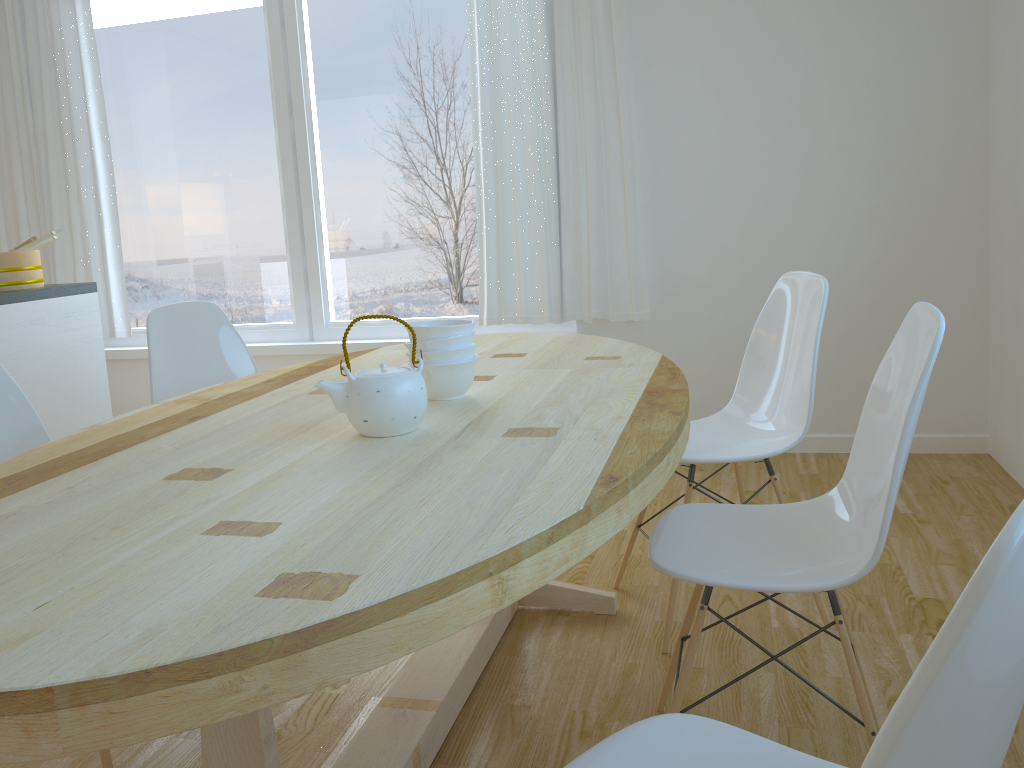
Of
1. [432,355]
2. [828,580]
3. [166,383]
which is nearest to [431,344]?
[432,355]

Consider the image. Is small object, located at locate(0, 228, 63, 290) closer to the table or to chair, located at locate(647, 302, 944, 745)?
the table

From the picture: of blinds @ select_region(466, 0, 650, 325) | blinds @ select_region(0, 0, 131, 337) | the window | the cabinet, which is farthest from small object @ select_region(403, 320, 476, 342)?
blinds @ select_region(0, 0, 131, 337)

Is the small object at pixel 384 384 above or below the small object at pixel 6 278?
below

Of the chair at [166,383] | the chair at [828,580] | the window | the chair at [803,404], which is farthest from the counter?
the chair at [828,580]

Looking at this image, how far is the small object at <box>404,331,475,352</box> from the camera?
1.8 meters

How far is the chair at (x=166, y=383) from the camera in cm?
260

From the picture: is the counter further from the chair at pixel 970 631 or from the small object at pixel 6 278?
the chair at pixel 970 631

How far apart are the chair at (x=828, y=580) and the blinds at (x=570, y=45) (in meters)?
Answer: 2.08

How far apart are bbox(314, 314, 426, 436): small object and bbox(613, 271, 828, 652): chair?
0.9m
